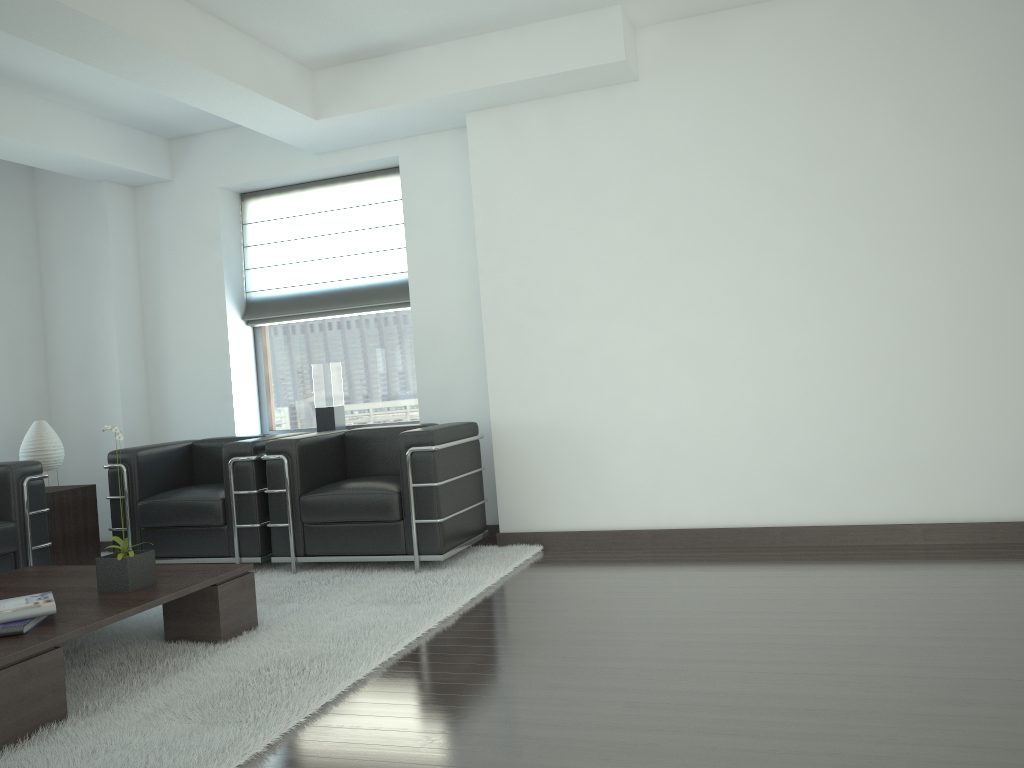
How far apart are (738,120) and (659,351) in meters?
2.0 m

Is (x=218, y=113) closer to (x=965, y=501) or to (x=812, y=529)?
(x=812, y=529)

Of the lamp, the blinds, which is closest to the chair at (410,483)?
the blinds

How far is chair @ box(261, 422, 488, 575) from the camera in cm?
703

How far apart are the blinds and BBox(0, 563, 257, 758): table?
3.76m

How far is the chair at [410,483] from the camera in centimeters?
703cm

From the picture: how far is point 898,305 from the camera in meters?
6.8

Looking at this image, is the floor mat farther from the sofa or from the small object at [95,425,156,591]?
the sofa

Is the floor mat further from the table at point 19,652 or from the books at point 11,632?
the books at point 11,632

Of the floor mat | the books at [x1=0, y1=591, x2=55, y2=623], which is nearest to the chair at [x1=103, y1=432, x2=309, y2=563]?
the floor mat
